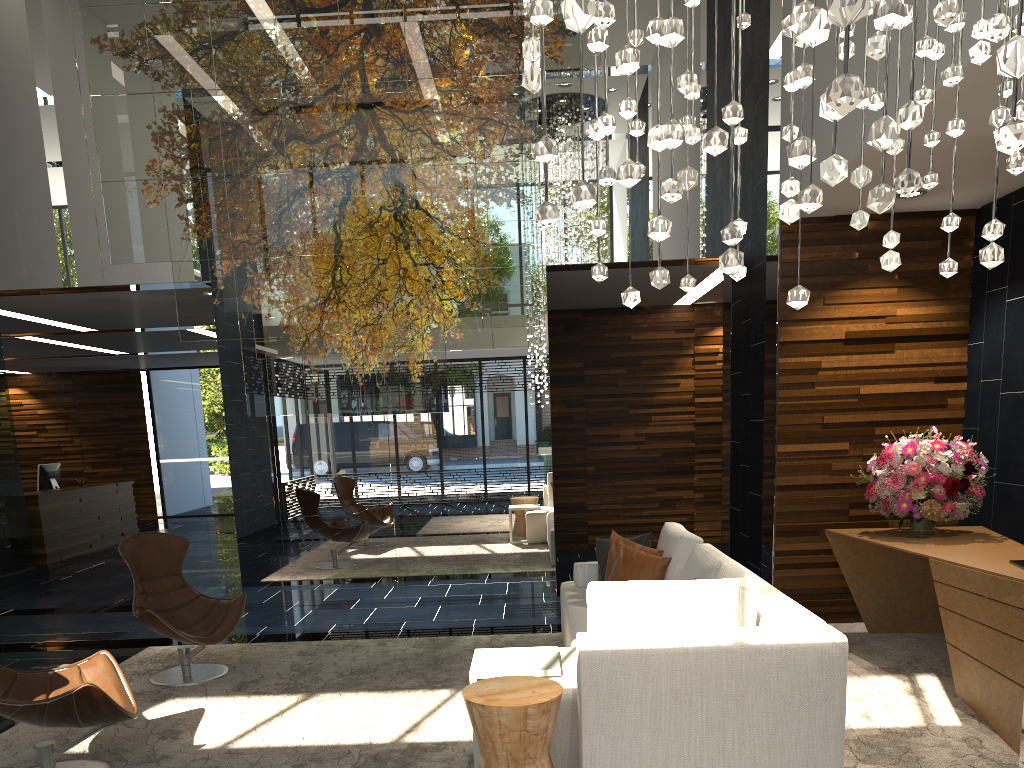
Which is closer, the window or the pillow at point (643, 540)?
the pillow at point (643, 540)

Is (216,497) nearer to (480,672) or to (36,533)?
(36,533)

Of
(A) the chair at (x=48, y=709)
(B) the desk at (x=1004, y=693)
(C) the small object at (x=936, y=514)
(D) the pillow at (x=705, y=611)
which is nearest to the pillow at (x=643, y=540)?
(B) the desk at (x=1004, y=693)

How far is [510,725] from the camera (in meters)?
3.00

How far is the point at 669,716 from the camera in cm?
318

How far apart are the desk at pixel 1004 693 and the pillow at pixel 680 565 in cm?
110

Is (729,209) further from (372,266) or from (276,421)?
(276,421)

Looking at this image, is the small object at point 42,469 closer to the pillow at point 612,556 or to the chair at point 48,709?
the chair at point 48,709

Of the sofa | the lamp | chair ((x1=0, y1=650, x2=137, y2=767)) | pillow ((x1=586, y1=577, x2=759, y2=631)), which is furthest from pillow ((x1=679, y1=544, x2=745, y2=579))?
chair ((x1=0, y1=650, x2=137, y2=767))

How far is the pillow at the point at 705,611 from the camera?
3.39m
